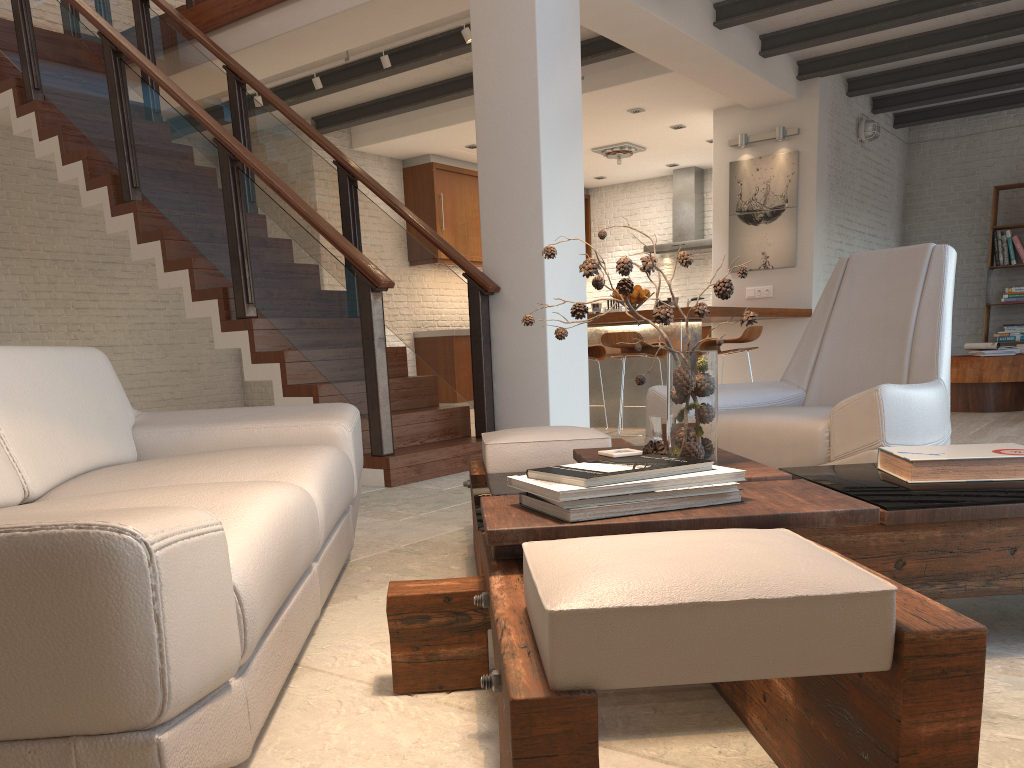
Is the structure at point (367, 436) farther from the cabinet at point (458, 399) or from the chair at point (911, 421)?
the cabinet at point (458, 399)

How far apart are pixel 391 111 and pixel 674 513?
7.9 meters

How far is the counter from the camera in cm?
689

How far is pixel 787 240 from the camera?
8.46m

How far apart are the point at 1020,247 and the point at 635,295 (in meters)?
5.57

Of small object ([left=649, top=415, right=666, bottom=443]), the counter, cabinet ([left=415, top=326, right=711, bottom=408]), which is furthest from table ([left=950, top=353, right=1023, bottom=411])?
small object ([left=649, top=415, right=666, bottom=443])

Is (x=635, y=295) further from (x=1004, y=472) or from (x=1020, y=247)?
(x=1020, y=247)

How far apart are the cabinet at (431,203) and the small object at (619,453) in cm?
807

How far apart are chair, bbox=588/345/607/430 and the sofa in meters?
4.2 m

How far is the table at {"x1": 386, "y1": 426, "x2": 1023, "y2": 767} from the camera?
0.94m
